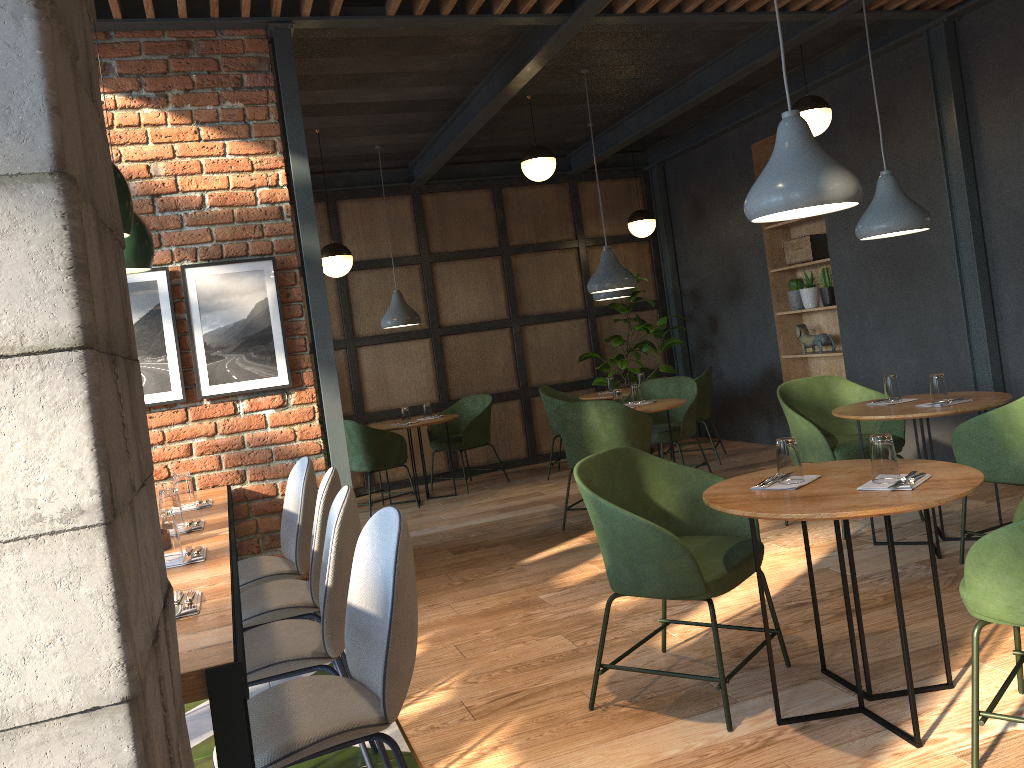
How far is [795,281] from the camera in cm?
760

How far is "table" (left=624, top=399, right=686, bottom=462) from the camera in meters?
5.9 m

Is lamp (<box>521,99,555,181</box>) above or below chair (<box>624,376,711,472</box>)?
above

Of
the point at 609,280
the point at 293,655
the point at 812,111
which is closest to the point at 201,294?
the point at 293,655

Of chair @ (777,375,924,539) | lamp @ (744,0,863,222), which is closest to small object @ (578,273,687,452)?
chair @ (777,375,924,539)

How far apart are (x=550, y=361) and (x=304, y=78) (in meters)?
4.27

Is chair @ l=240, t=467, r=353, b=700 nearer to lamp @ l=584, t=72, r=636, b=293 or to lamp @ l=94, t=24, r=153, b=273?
lamp @ l=94, t=24, r=153, b=273

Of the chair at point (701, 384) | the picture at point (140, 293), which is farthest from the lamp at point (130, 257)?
the chair at point (701, 384)

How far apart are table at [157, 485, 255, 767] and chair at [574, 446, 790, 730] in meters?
1.1 m

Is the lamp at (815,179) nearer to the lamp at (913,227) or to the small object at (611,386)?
the lamp at (913,227)
